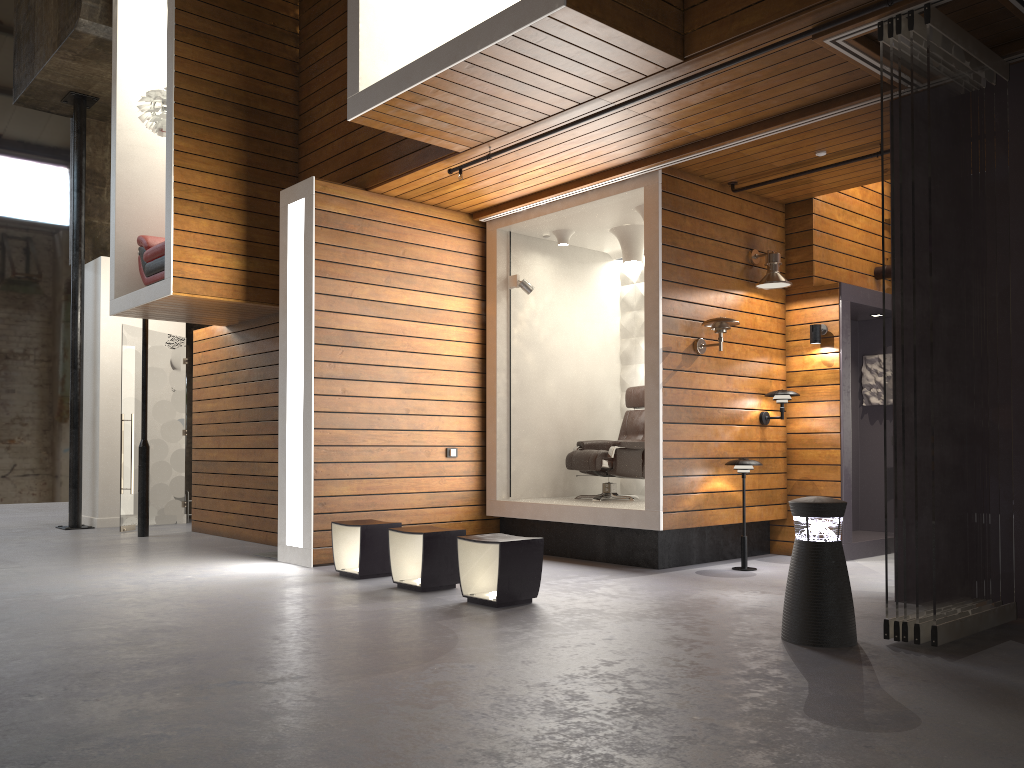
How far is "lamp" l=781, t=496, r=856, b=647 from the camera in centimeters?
410cm

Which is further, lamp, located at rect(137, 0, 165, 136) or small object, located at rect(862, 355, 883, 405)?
small object, located at rect(862, 355, 883, 405)

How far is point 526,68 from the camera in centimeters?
506cm

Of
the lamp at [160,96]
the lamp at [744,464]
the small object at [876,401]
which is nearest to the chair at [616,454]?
the lamp at [744,464]

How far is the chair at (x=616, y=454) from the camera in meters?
7.8 m

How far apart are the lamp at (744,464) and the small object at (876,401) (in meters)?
2.36

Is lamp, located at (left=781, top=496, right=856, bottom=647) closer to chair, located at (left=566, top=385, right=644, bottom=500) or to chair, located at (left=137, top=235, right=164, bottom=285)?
chair, located at (left=566, top=385, right=644, bottom=500)

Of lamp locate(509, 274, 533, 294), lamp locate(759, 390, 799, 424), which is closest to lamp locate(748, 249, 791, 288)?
lamp locate(759, 390, 799, 424)

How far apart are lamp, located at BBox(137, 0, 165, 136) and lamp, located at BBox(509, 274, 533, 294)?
3.5 meters

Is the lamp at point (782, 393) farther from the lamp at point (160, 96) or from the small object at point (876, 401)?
the lamp at point (160, 96)
